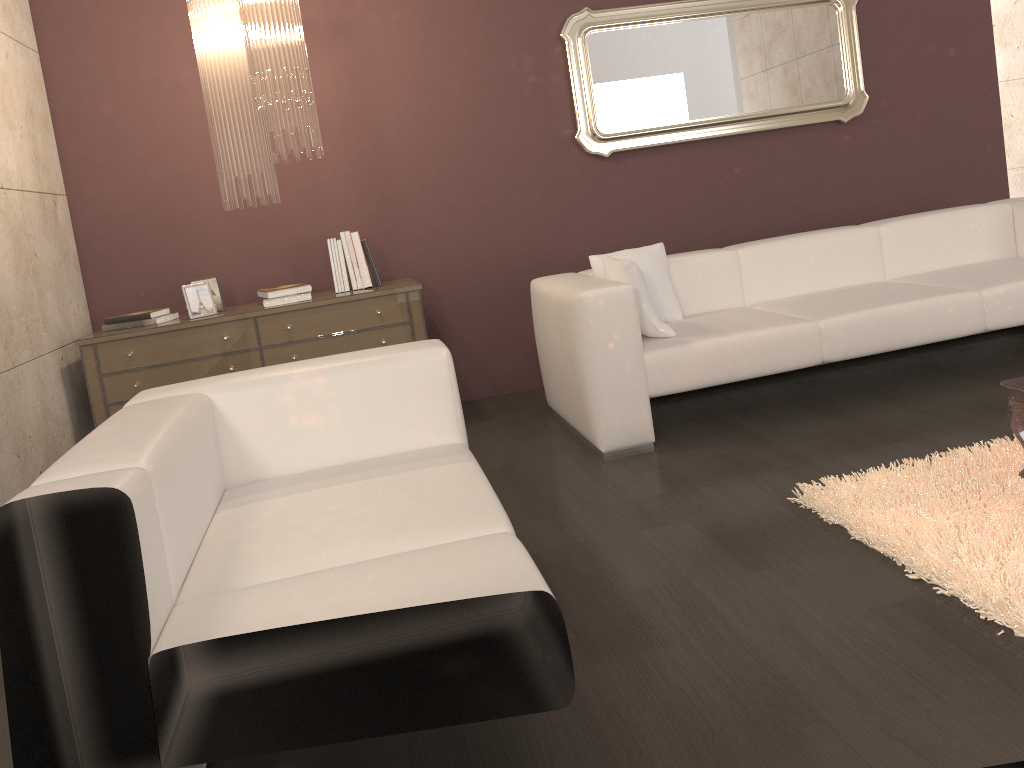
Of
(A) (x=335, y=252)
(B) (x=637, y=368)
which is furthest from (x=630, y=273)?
(A) (x=335, y=252)

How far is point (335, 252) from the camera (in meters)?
4.19

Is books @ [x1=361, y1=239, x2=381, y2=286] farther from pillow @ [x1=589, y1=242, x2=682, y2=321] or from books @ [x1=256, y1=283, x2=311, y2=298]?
pillow @ [x1=589, y1=242, x2=682, y2=321]

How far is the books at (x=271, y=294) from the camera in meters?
4.0 m

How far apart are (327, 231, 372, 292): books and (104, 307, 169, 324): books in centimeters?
80cm

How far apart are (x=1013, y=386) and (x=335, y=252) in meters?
2.9

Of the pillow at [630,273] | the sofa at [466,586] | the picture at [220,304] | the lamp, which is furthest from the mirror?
the sofa at [466,586]

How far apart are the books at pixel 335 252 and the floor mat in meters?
2.3 m

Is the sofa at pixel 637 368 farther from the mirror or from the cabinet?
the mirror

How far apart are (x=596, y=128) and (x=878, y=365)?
1.9 meters
